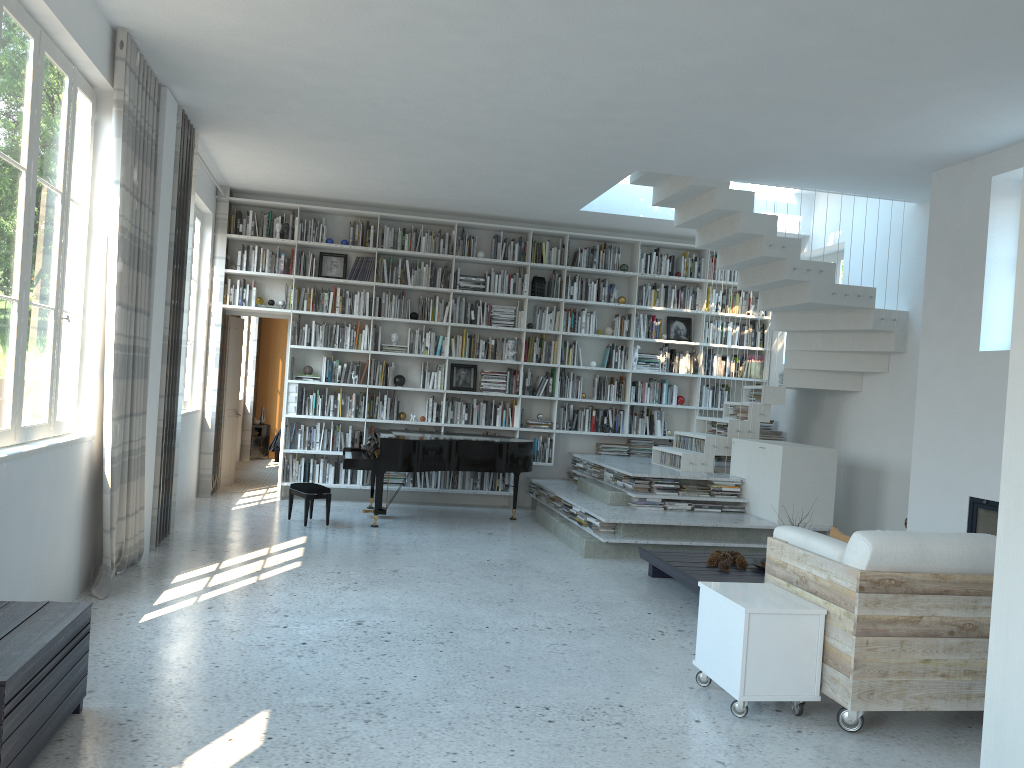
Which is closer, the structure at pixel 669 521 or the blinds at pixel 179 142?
the blinds at pixel 179 142

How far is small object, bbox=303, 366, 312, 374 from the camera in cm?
952

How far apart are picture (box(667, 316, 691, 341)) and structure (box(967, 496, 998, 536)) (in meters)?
4.60

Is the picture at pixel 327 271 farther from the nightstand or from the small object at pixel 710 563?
the small object at pixel 710 563

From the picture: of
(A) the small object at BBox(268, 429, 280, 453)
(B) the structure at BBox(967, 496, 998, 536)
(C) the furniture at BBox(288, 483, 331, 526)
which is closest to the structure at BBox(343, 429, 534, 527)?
(C) the furniture at BBox(288, 483, 331, 526)

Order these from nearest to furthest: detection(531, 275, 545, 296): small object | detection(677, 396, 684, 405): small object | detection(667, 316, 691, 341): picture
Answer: detection(531, 275, 545, 296): small object → detection(677, 396, 684, 405): small object → detection(667, 316, 691, 341): picture

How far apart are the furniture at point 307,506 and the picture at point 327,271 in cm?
264

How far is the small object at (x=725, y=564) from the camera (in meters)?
6.01

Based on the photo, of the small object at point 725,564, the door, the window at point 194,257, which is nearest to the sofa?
the small object at point 725,564

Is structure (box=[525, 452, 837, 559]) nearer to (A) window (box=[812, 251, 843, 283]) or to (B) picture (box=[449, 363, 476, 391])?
(B) picture (box=[449, 363, 476, 391])
